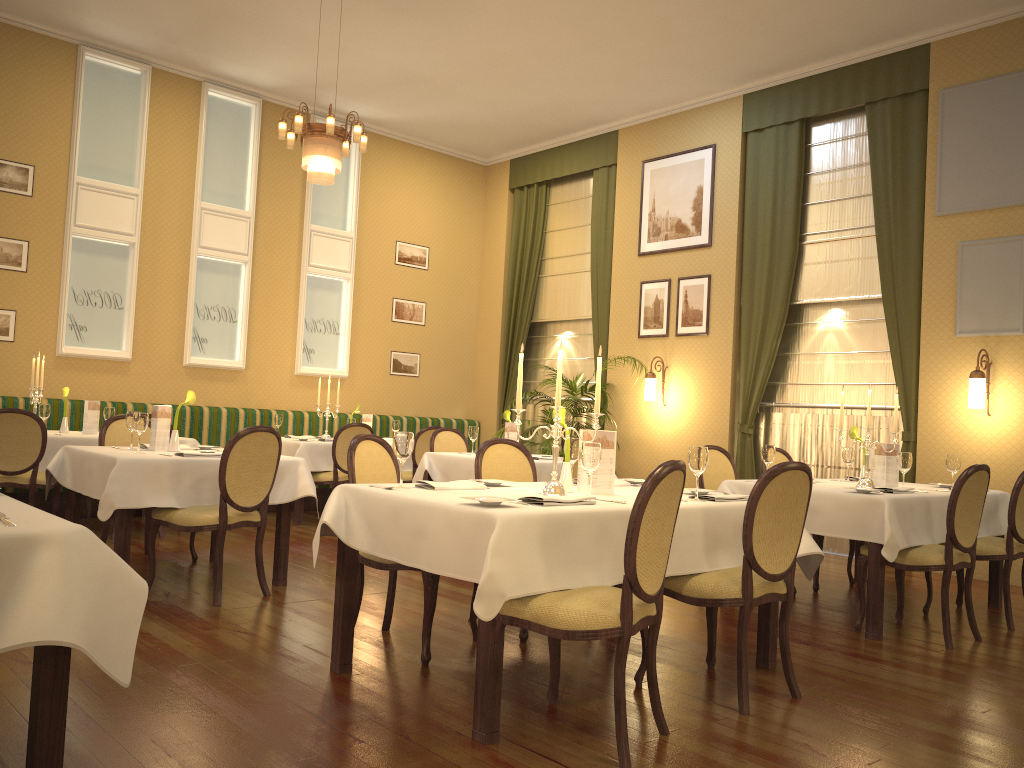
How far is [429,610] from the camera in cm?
376

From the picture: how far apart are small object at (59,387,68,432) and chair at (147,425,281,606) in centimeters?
275cm

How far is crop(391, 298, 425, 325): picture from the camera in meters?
10.9

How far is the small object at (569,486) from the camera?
3.8 meters

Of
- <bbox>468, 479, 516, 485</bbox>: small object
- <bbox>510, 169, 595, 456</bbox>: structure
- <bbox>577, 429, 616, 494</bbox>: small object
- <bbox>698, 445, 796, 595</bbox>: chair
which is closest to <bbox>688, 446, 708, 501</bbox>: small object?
<bbox>577, 429, 616, 494</bbox>: small object

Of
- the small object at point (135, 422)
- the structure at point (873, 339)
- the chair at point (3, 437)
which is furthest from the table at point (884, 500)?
the chair at point (3, 437)

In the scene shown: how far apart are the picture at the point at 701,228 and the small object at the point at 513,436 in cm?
359

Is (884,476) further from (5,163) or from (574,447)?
(5,163)

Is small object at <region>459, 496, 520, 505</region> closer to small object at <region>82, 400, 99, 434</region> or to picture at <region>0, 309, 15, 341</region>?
small object at <region>82, 400, 99, 434</region>

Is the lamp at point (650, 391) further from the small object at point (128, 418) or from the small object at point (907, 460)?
the small object at point (128, 418)
